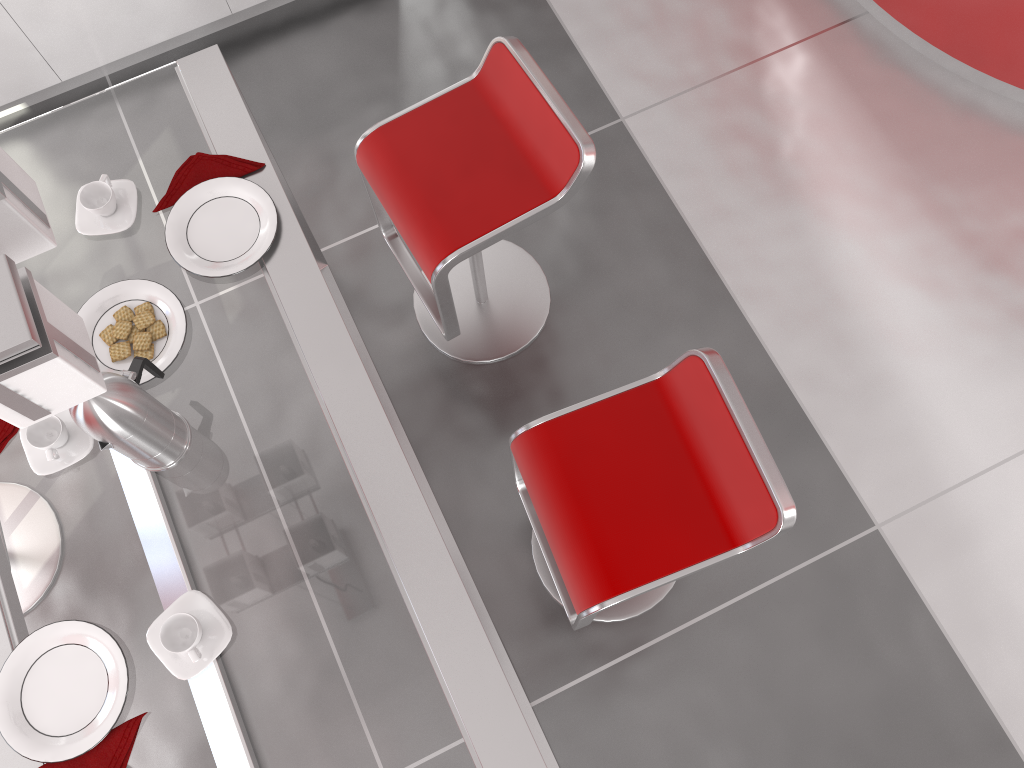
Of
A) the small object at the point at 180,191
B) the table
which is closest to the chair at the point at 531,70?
the table

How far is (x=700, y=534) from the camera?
1.73m

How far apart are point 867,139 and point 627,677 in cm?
186

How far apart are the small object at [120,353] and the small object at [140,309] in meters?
0.1 m

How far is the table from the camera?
1.4m

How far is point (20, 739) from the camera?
1.4m

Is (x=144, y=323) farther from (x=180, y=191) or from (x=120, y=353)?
(x=180, y=191)

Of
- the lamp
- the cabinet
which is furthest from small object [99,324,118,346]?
the cabinet

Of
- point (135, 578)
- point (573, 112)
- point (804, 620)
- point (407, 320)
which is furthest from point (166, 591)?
point (573, 112)

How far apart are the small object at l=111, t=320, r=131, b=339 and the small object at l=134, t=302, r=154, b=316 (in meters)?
0.03
